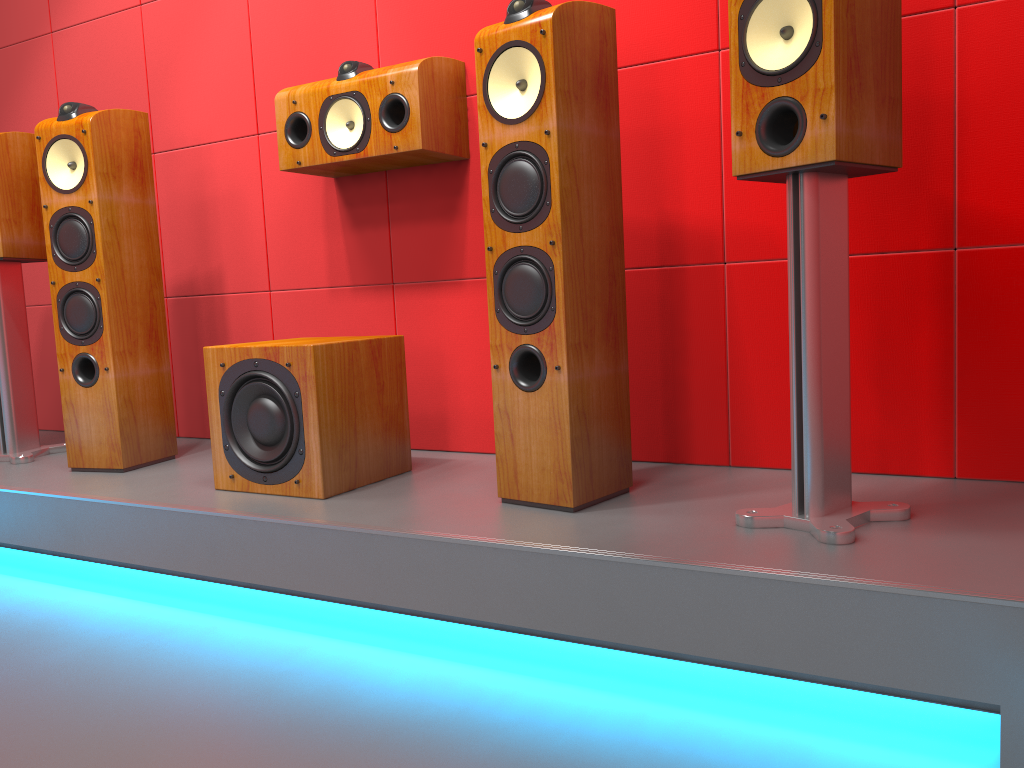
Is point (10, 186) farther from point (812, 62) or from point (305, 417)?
point (812, 62)

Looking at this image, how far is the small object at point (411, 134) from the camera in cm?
227

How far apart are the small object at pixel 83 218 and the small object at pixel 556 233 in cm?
124

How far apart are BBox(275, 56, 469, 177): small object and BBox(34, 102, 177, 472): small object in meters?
0.5 m

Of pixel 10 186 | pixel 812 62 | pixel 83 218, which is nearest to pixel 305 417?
pixel 83 218

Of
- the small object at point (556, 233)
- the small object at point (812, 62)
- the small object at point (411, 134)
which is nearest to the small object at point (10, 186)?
the small object at point (411, 134)

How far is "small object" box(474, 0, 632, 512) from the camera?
1.8 meters

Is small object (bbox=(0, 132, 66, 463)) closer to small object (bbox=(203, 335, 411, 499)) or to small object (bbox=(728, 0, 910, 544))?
small object (bbox=(203, 335, 411, 499))

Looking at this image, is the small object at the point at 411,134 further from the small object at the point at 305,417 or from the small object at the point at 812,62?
the small object at the point at 812,62

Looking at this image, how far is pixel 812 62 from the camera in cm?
146
